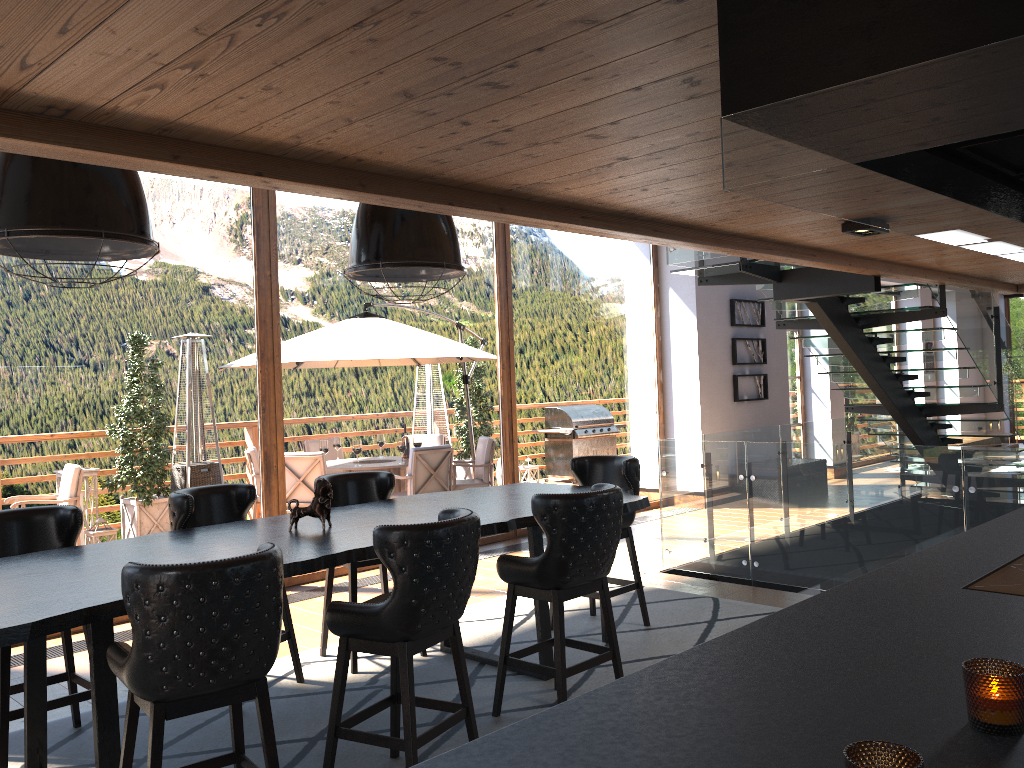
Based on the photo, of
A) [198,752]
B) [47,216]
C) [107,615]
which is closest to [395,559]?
[107,615]

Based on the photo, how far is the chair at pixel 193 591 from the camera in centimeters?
269cm

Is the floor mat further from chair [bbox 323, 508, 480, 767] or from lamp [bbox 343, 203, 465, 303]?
lamp [bbox 343, 203, 465, 303]

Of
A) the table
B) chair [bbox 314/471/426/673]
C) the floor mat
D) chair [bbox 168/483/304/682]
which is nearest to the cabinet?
the table

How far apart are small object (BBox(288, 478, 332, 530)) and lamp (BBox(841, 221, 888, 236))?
2.9m

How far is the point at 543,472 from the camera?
9.6m

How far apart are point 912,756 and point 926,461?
5.3m

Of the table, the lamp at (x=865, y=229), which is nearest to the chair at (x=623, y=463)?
the table

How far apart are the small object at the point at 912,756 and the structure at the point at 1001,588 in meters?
1.1

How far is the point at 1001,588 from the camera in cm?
193
